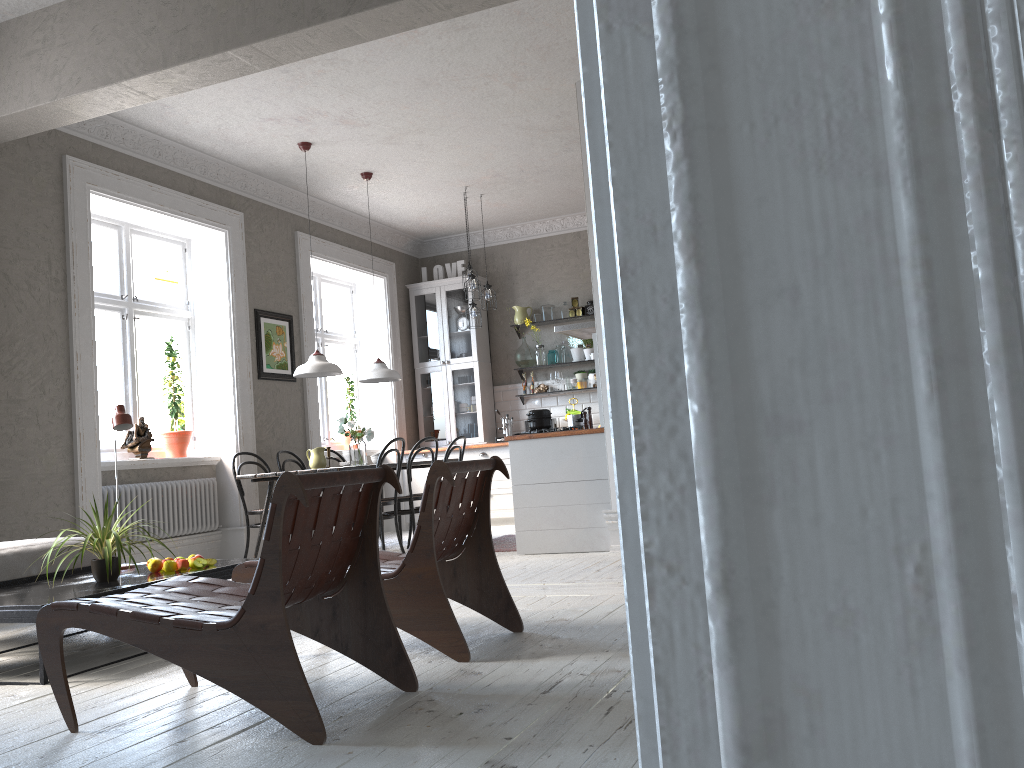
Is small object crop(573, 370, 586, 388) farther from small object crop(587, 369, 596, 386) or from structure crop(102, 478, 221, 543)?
structure crop(102, 478, 221, 543)

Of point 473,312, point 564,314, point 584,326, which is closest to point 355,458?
point 584,326

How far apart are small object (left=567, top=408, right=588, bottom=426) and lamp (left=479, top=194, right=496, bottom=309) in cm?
237

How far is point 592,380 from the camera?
9.6 meters

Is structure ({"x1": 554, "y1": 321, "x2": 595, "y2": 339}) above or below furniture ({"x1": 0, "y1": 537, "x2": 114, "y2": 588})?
above

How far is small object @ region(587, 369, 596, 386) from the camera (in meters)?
9.59

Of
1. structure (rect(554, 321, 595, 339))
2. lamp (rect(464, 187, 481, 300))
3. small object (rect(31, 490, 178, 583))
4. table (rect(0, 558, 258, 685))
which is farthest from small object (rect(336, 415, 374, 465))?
small object (rect(31, 490, 178, 583))

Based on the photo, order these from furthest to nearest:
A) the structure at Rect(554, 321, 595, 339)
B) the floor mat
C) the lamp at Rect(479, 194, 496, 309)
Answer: the lamp at Rect(479, 194, 496, 309) < the structure at Rect(554, 321, 595, 339) < the floor mat

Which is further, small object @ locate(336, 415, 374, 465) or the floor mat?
small object @ locate(336, 415, 374, 465)

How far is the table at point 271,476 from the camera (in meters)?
6.59
